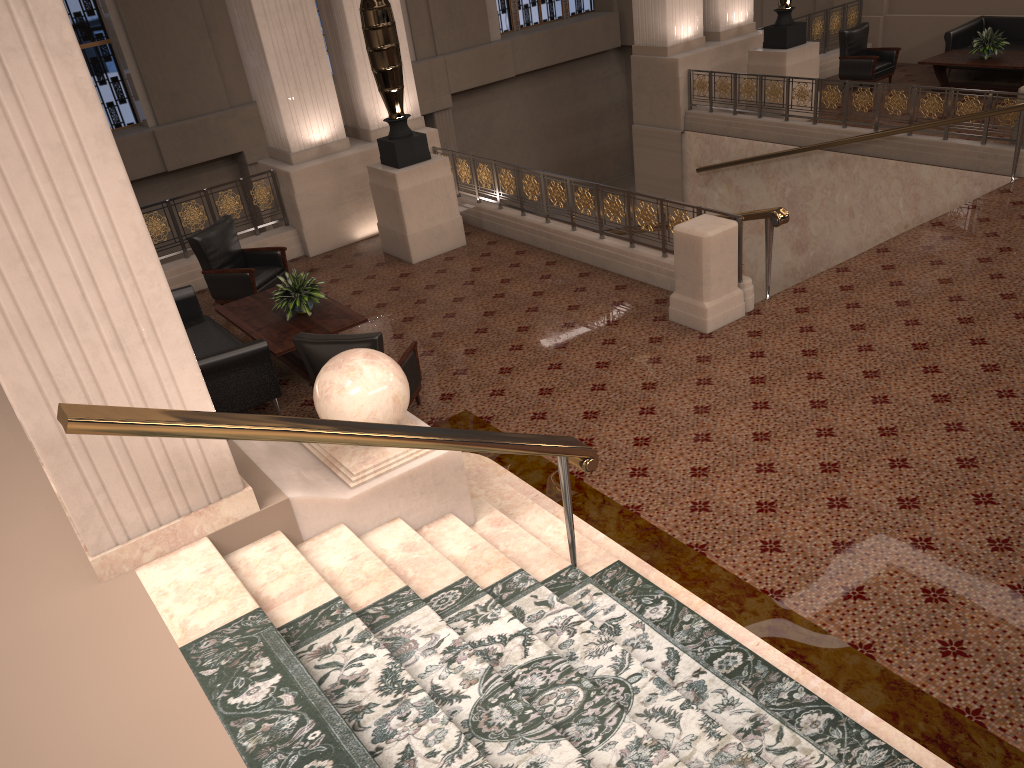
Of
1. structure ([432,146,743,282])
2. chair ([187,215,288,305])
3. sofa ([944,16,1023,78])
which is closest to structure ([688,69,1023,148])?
sofa ([944,16,1023,78])

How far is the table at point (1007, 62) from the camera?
12.0 meters

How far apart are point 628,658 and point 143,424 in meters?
2.1

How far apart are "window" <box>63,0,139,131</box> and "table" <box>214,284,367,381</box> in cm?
965

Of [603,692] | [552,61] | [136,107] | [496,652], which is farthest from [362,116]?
[552,61]

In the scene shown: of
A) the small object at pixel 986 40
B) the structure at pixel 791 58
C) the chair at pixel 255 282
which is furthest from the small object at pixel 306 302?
the small object at pixel 986 40

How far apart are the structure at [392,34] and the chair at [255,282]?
1.3m

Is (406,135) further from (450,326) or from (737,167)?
(737,167)

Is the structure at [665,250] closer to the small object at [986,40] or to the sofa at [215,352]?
the sofa at [215,352]

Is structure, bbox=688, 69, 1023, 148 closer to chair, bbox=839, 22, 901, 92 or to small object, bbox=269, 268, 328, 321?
chair, bbox=839, 22, 901, 92
